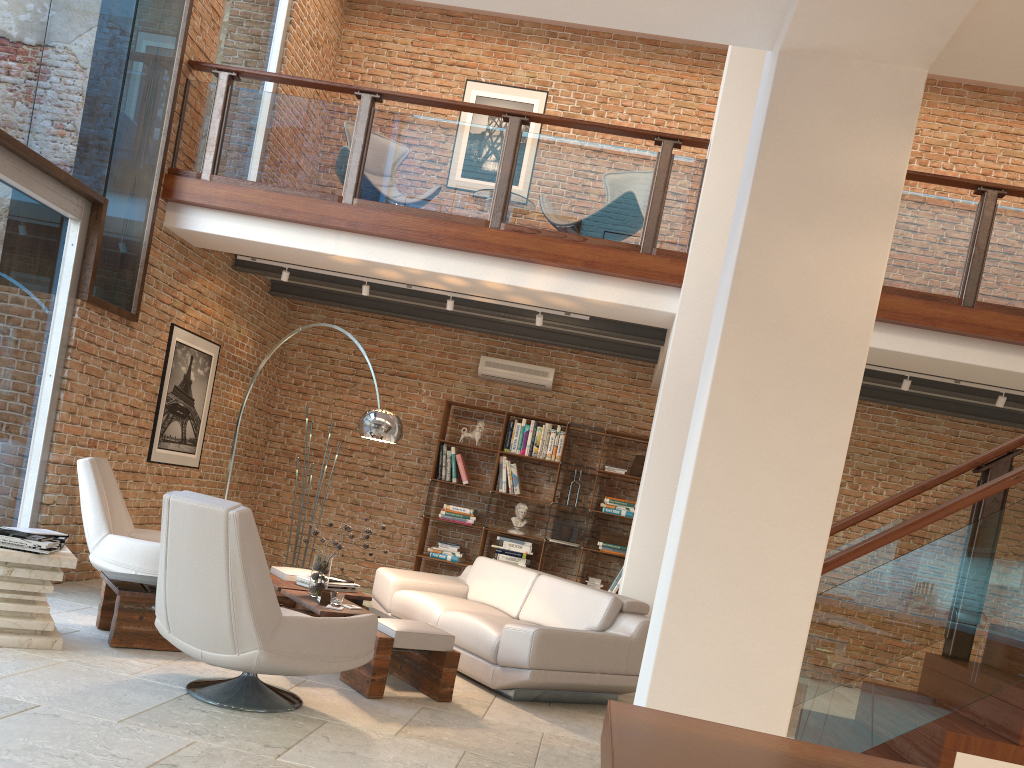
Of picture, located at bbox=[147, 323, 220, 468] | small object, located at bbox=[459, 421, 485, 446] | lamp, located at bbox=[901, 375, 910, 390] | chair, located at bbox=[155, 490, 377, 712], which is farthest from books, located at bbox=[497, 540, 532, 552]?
chair, located at bbox=[155, 490, 377, 712]

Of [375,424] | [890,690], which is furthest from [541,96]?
[890,690]

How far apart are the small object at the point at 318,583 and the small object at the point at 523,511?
3.7m

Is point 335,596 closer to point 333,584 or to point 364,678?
point 364,678

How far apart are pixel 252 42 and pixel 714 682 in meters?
7.8 m

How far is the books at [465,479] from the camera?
9.27m

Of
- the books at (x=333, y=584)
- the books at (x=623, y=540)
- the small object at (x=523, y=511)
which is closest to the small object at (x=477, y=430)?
the small object at (x=523, y=511)

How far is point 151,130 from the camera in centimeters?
683cm

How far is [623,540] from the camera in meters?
9.0 m

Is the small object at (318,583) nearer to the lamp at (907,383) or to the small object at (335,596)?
the small object at (335,596)
